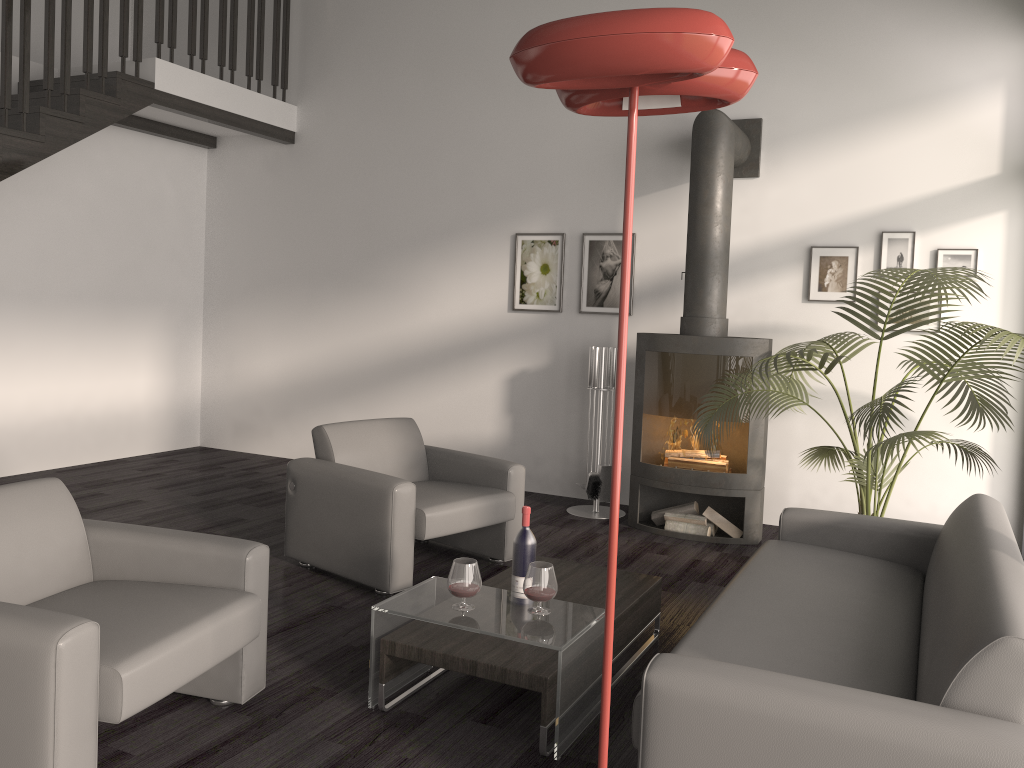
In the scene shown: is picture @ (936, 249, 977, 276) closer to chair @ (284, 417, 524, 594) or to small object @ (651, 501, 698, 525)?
small object @ (651, 501, 698, 525)

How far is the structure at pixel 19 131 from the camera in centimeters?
525cm

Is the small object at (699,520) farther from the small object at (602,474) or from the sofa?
the sofa

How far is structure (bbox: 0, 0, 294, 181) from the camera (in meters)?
5.25

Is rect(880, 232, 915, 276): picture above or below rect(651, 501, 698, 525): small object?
above

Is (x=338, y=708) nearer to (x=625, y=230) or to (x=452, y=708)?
(x=452, y=708)

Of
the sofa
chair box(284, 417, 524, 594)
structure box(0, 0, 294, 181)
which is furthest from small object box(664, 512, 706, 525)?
structure box(0, 0, 294, 181)

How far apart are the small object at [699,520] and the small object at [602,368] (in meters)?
0.54

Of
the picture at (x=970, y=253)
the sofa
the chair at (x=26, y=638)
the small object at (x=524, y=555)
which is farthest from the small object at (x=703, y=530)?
the chair at (x=26, y=638)

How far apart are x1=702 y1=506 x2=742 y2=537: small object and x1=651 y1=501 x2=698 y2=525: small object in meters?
0.1 m
